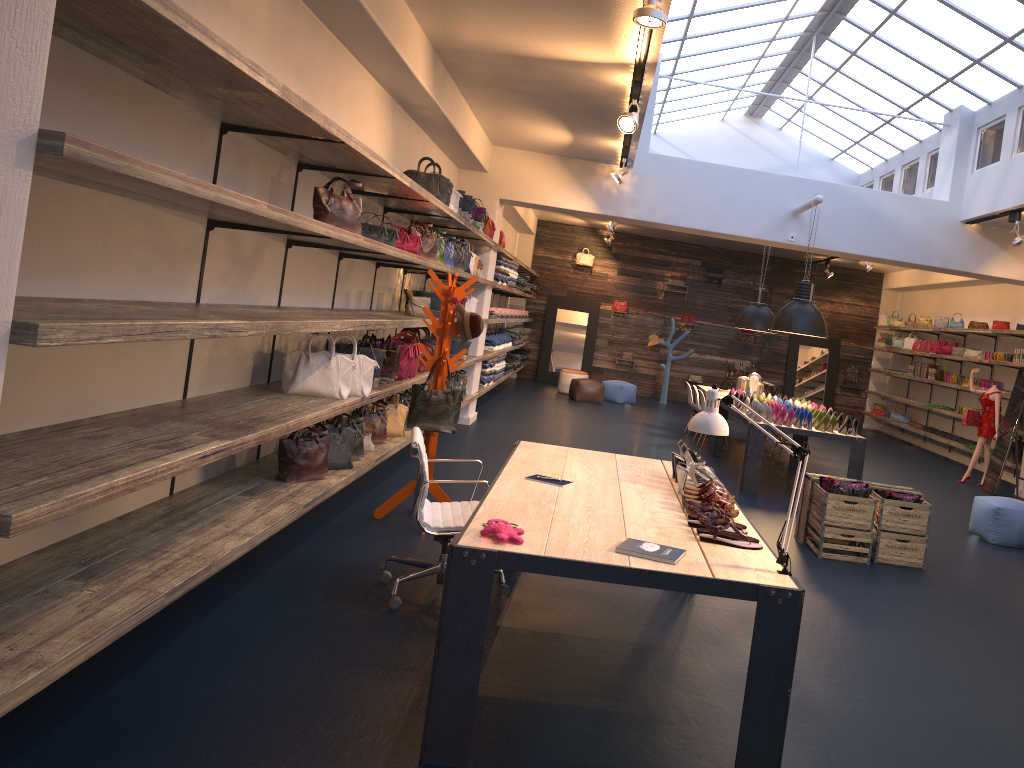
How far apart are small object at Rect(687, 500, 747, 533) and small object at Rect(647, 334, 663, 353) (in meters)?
14.38

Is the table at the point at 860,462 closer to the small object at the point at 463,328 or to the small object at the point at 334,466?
the small object at the point at 463,328

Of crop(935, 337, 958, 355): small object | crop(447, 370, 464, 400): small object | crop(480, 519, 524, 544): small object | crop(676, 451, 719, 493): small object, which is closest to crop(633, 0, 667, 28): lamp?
crop(676, 451, 719, 493): small object

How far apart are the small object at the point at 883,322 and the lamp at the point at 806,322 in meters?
9.6

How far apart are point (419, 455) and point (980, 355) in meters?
12.1

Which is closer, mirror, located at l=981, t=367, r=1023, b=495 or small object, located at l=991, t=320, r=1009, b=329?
mirror, located at l=981, t=367, r=1023, b=495

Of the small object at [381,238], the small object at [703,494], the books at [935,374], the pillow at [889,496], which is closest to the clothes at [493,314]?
the small object at [381,238]

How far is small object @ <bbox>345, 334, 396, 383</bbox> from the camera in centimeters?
653cm

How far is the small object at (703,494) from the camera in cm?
403

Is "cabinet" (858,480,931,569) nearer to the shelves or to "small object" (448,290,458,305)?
"small object" (448,290,458,305)
